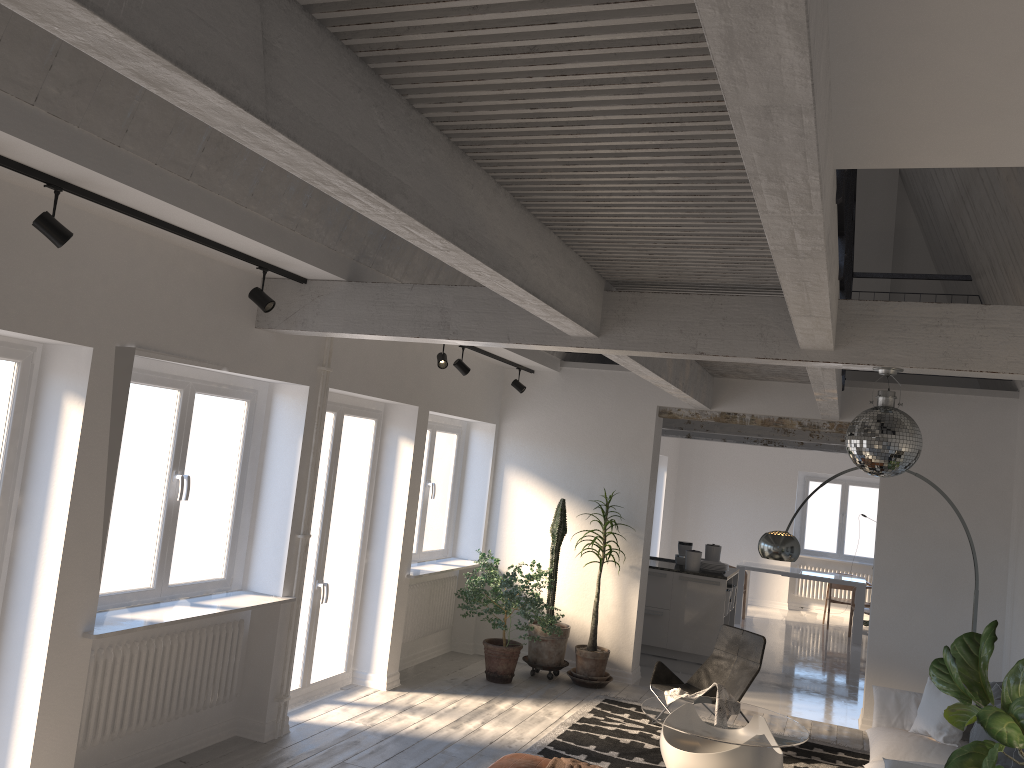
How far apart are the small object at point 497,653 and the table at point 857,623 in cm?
524

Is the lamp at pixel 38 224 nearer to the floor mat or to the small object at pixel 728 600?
the floor mat

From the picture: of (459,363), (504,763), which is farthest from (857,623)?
(504,763)

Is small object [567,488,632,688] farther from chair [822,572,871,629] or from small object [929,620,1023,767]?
chair [822,572,871,629]

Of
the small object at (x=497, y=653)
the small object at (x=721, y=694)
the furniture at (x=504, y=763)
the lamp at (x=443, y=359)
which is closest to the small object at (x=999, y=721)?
the furniture at (x=504, y=763)

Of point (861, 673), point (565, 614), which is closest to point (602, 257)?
point (565, 614)

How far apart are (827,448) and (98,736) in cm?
1000

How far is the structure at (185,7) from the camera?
1.74m

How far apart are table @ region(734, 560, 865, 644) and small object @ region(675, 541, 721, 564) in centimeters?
285cm

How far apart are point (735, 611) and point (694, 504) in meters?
3.1 m
